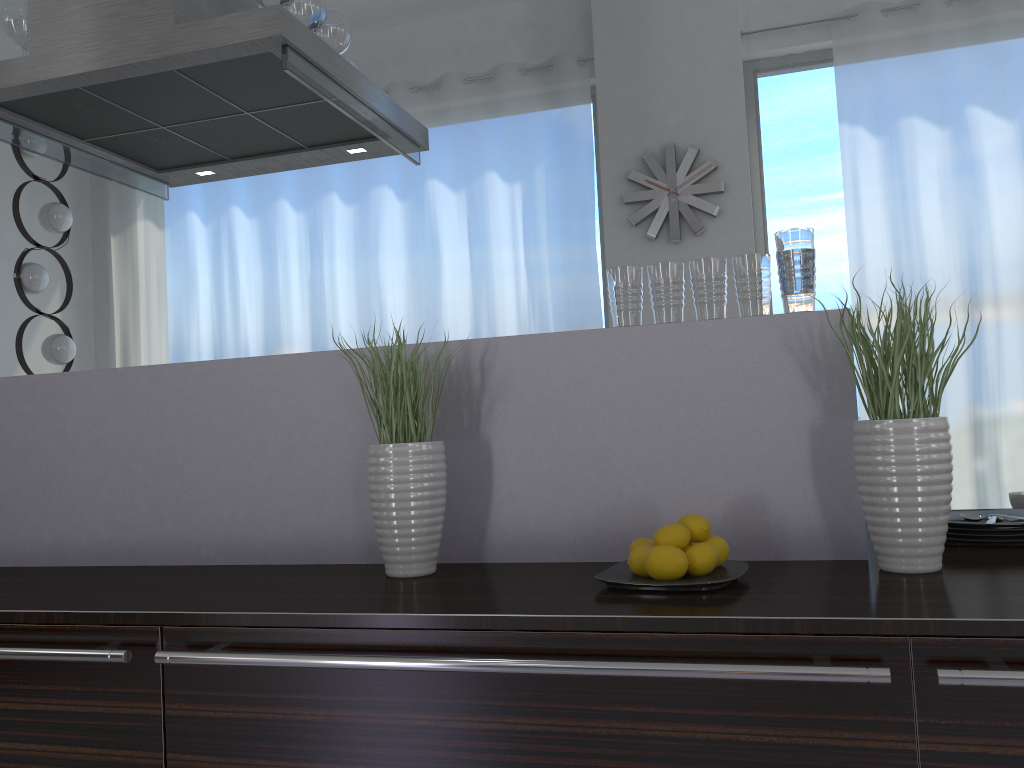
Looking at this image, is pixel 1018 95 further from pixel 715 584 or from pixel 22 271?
pixel 22 271

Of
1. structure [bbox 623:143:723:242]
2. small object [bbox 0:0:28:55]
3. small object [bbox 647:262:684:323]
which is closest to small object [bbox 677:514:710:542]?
small object [bbox 647:262:684:323]

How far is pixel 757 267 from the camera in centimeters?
165cm

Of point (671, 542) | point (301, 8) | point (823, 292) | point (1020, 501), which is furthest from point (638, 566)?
point (823, 292)

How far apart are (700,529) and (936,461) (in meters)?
0.38

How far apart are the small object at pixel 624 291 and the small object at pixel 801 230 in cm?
26

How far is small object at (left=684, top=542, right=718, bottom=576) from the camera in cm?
140

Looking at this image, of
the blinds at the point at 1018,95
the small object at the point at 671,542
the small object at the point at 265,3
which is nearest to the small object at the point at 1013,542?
the small object at the point at 671,542

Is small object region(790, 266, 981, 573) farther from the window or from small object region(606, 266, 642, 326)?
the window

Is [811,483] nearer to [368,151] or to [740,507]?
[740,507]
